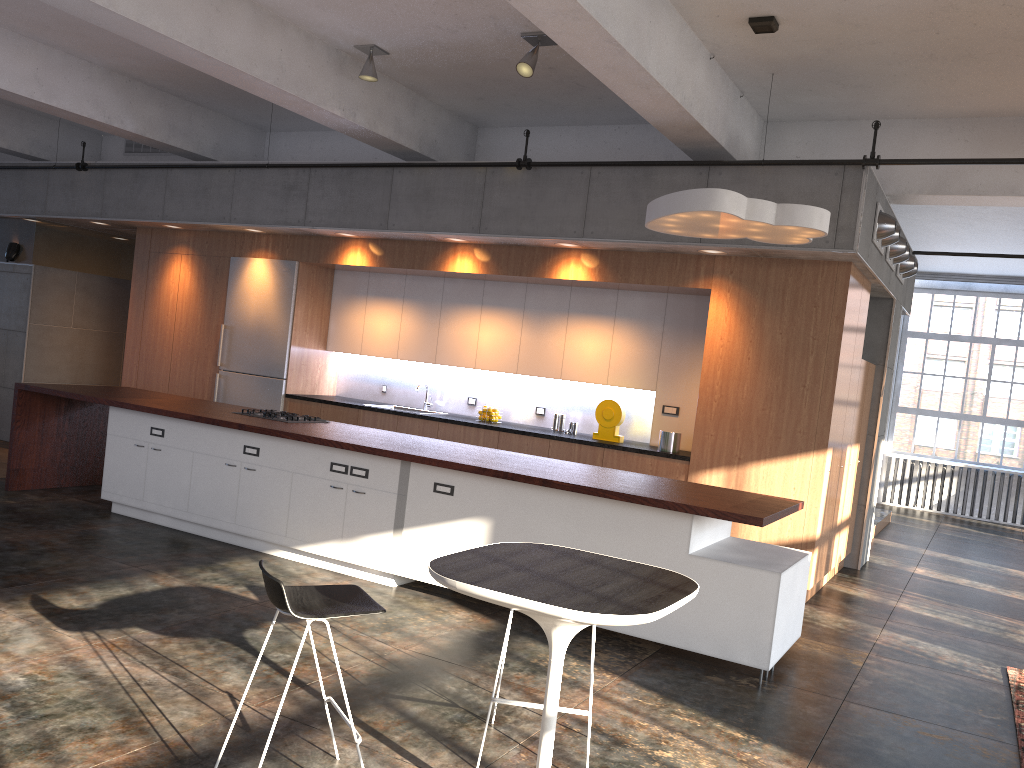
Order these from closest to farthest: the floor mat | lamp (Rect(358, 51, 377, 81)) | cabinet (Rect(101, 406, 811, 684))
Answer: the floor mat < cabinet (Rect(101, 406, 811, 684)) < lamp (Rect(358, 51, 377, 81))

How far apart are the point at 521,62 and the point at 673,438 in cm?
328

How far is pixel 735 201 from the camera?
5.1m

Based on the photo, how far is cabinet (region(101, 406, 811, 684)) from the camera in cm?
499

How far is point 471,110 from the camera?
8.4 meters

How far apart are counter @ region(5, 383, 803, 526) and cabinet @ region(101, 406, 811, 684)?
0.1m

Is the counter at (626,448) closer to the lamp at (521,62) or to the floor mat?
the floor mat

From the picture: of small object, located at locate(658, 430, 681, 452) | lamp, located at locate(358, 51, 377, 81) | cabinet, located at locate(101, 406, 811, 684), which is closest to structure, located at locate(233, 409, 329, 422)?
cabinet, located at locate(101, 406, 811, 684)

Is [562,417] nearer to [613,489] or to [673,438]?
[673,438]

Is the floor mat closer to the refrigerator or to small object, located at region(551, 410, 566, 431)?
small object, located at region(551, 410, 566, 431)
